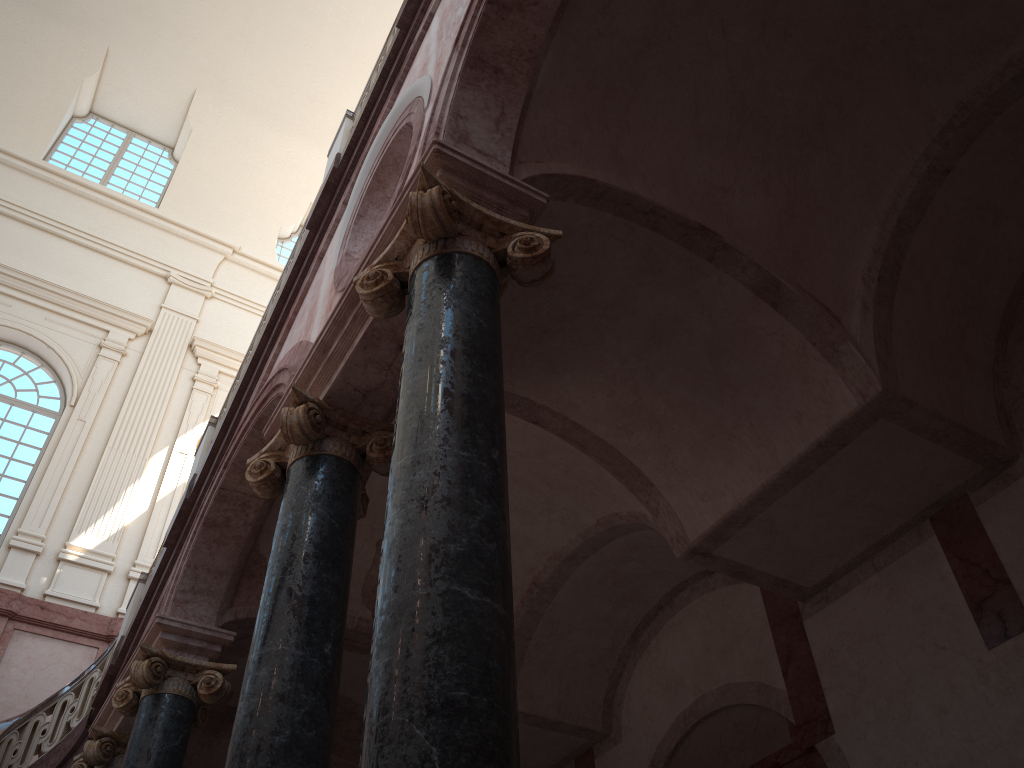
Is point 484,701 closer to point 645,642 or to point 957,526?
point 957,526
